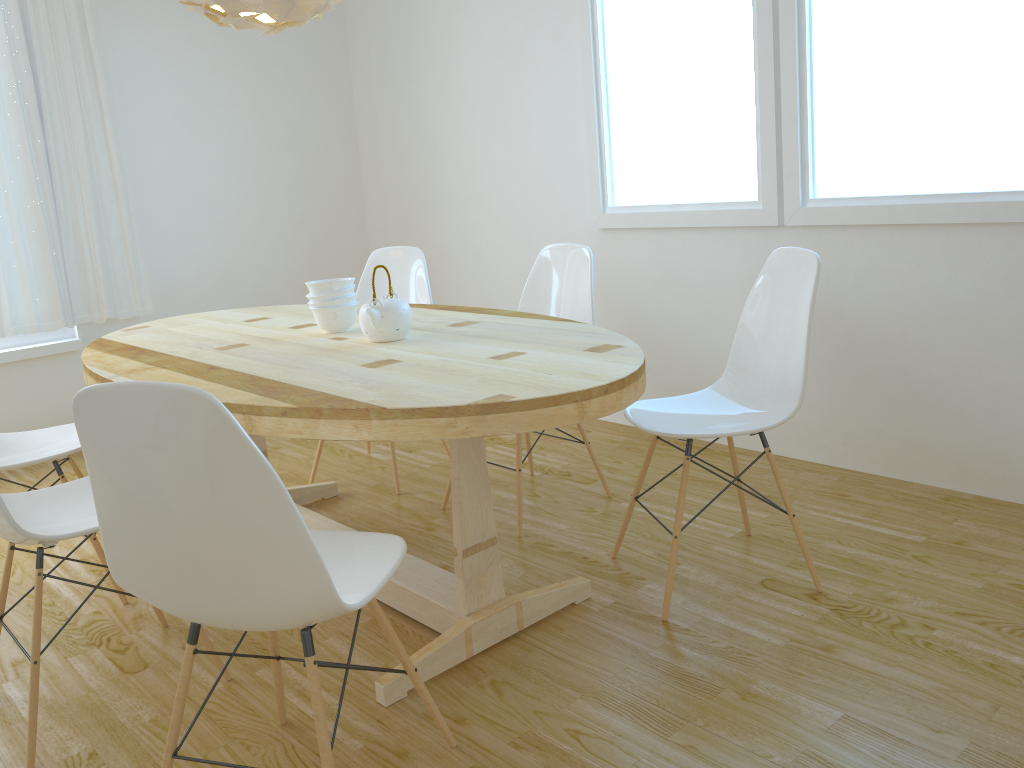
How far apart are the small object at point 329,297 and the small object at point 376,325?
0.2 meters

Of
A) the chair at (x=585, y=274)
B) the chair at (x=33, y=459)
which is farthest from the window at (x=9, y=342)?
the chair at (x=585, y=274)

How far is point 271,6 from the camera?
2.2 meters

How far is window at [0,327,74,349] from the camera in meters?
4.1 m

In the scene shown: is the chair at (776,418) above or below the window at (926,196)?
below

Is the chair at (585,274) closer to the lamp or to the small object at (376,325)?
the small object at (376,325)

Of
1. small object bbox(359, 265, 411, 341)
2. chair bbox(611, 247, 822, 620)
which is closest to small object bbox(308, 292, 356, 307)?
small object bbox(359, 265, 411, 341)

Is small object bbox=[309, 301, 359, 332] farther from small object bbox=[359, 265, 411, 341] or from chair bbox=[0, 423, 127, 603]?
chair bbox=[0, 423, 127, 603]

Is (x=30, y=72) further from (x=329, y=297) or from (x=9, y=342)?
(x=329, y=297)

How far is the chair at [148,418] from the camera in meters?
1.3
